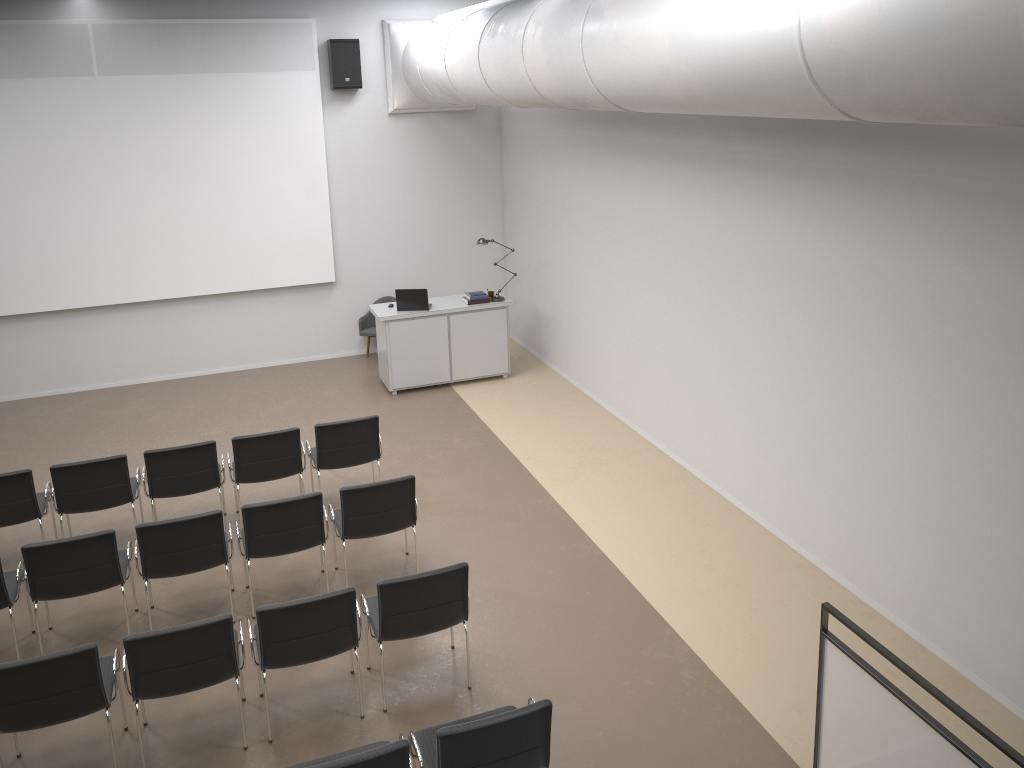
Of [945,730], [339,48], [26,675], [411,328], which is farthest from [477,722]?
[339,48]

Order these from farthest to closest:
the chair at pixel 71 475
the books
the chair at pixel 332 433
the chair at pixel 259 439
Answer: the books, the chair at pixel 332 433, the chair at pixel 259 439, the chair at pixel 71 475

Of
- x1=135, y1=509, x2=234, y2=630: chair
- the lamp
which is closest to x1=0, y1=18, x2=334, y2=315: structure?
the lamp

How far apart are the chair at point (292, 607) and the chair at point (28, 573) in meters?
1.2

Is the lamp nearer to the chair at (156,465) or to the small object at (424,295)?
the small object at (424,295)

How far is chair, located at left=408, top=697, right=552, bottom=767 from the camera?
4.1 meters

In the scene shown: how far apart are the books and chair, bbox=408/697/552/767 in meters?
6.6

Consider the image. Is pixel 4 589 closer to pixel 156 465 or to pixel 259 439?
pixel 156 465

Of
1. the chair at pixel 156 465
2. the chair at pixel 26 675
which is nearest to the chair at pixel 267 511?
the chair at pixel 156 465

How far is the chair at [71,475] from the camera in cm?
694
